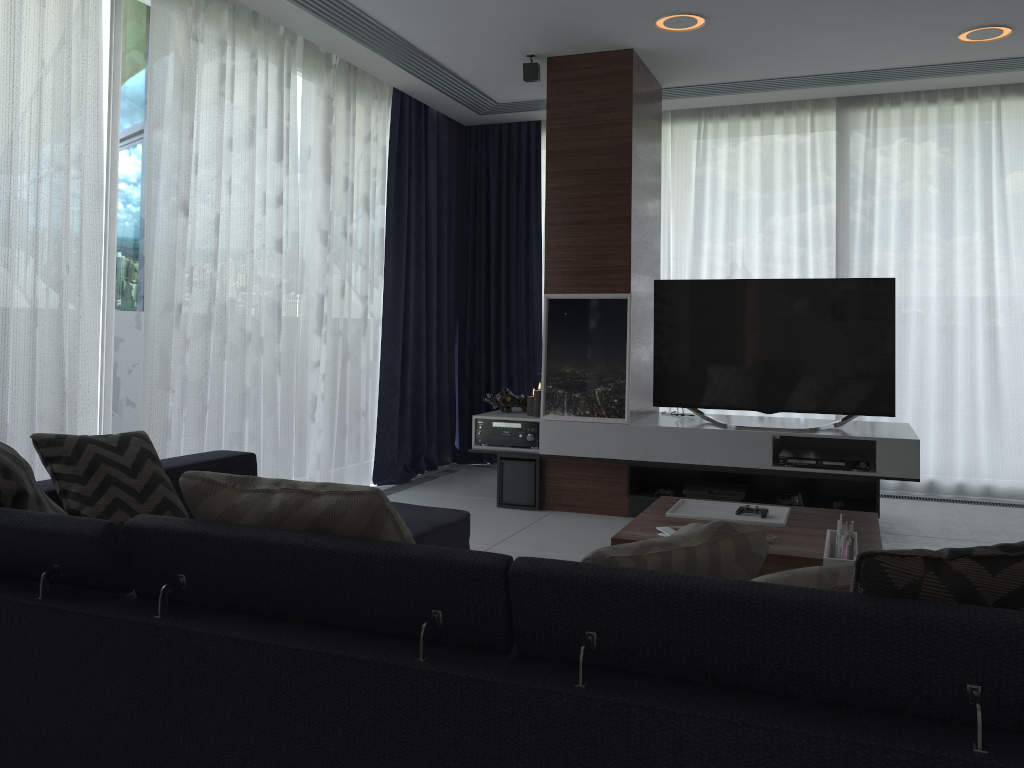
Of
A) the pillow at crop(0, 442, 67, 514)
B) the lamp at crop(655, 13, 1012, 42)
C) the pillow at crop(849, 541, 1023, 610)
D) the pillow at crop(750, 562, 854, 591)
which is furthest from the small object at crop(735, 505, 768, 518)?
the lamp at crop(655, 13, 1012, 42)

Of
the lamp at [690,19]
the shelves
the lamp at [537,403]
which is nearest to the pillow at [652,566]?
the shelves

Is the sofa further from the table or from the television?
the television

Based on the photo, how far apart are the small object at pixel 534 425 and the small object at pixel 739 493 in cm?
88

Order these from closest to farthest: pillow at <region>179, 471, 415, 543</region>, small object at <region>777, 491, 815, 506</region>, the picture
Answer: pillow at <region>179, 471, 415, 543</region>, small object at <region>777, 491, 815, 506</region>, the picture

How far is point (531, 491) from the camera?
5.0m

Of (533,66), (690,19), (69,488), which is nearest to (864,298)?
(690,19)

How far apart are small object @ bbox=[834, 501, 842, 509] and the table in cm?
120

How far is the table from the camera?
2.7m

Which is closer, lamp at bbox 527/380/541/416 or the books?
the books
